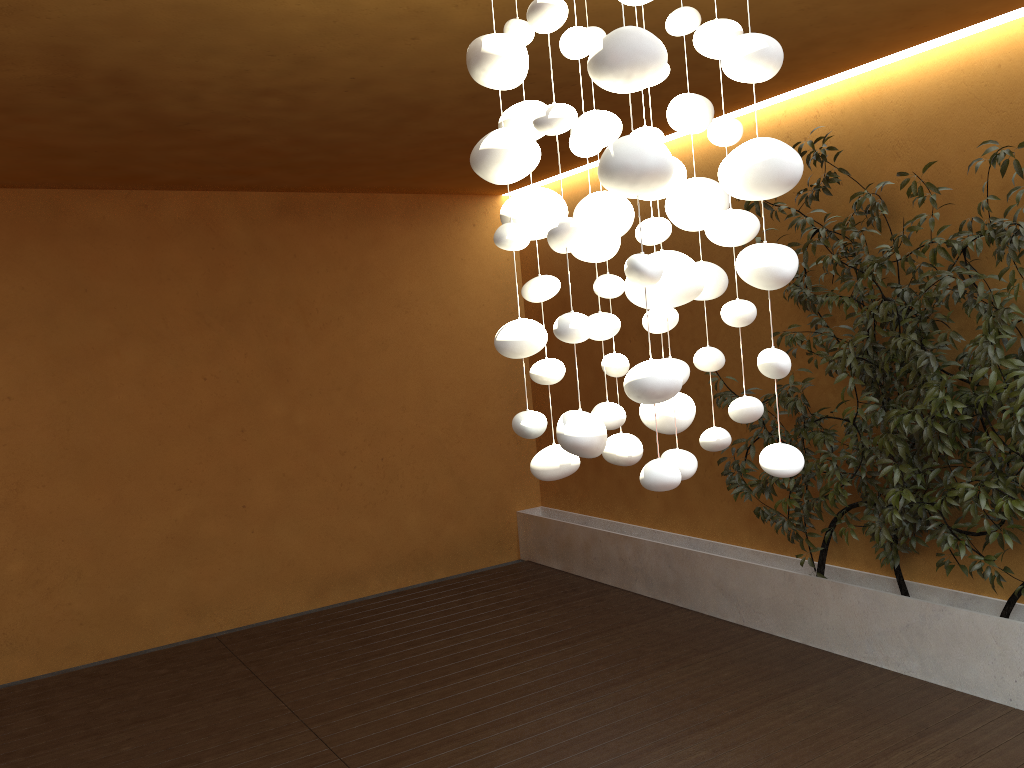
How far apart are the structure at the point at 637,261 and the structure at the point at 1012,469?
2.0 meters

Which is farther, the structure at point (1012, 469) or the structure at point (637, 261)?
the structure at point (1012, 469)

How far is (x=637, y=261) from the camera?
1.6m

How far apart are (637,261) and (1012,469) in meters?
2.8

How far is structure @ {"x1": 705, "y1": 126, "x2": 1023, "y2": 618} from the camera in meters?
3.7 m

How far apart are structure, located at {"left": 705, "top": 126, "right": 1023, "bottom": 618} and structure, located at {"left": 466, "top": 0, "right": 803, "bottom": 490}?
1.96m

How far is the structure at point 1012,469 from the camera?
3.7m

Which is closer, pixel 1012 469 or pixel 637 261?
pixel 637 261

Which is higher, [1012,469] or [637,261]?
[637,261]

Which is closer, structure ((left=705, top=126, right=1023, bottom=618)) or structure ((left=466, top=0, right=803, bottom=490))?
structure ((left=466, top=0, right=803, bottom=490))
